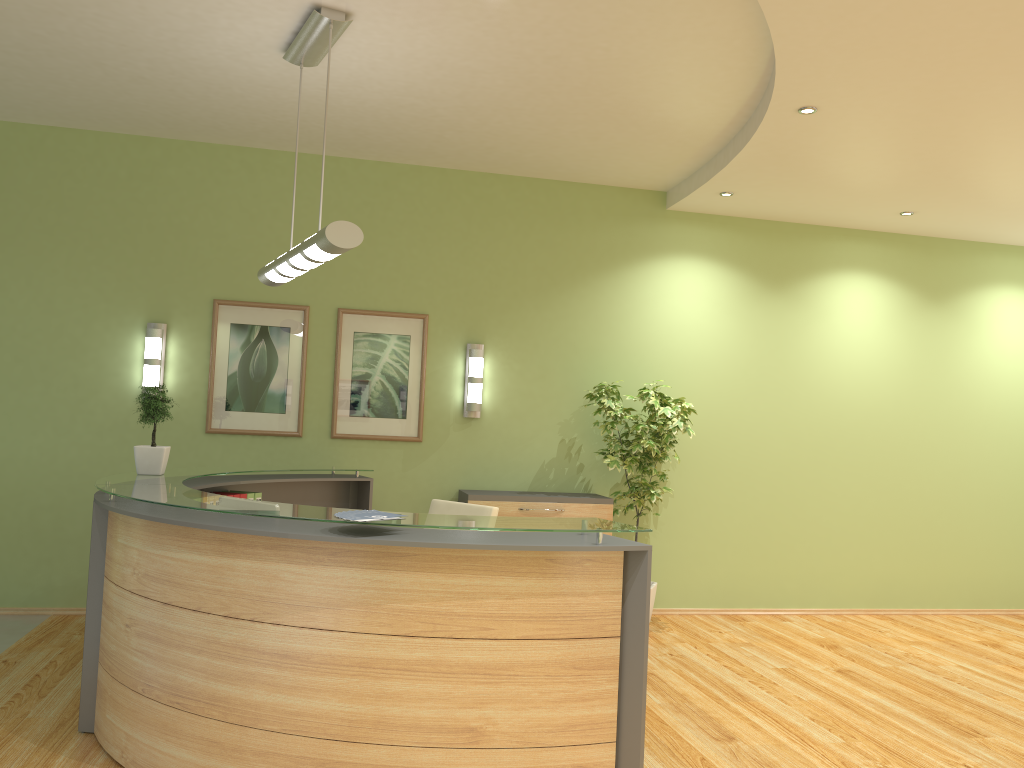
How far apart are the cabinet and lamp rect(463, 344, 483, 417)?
0.6m

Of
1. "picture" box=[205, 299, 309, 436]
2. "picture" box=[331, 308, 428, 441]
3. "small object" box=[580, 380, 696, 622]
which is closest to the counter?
"picture" box=[331, 308, 428, 441]

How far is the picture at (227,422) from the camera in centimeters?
660cm

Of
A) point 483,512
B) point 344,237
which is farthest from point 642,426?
point 344,237

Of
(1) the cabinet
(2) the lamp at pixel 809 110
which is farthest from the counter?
(2) the lamp at pixel 809 110

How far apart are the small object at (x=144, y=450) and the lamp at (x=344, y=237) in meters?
0.9

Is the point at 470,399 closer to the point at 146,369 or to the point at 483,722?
the point at 146,369

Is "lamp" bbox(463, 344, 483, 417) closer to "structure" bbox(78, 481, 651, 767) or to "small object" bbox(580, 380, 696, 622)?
"small object" bbox(580, 380, 696, 622)

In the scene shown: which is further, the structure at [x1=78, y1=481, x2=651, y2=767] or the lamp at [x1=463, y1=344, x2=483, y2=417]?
the lamp at [x1=463, y1=344, x2=483, y2=417]

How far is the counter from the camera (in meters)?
3.19
